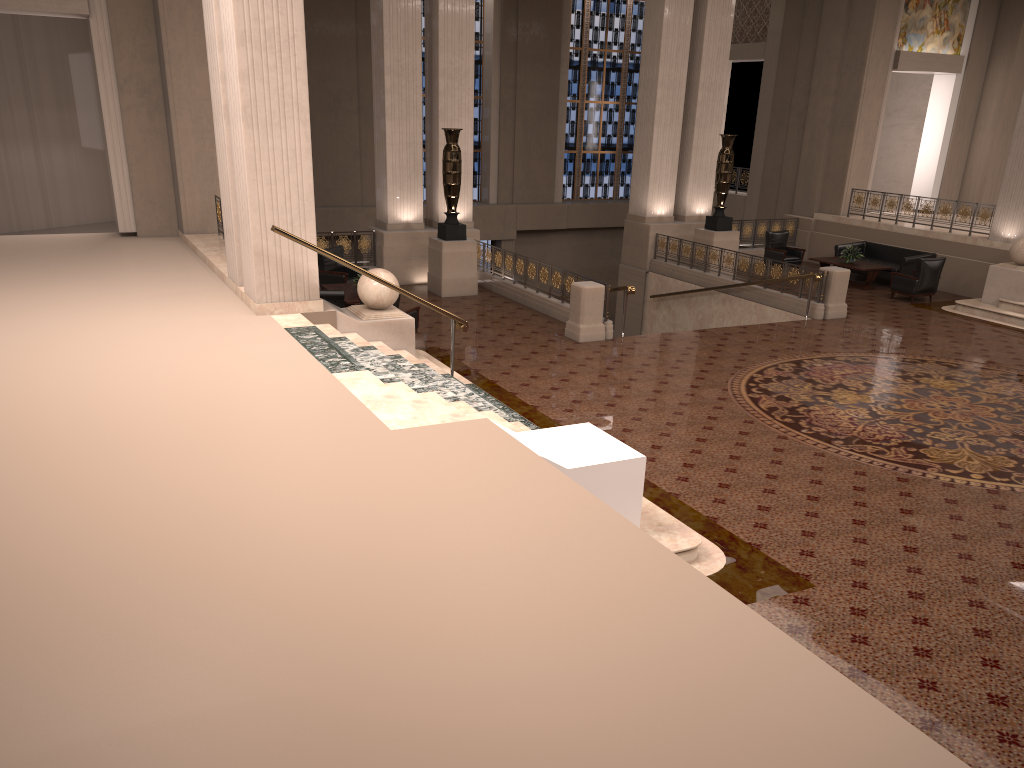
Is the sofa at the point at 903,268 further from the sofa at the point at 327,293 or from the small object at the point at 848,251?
the sofa at the point at 327,293

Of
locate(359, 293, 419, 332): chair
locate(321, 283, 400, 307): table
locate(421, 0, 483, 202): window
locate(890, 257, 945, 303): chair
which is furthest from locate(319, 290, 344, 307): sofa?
locate(421, 0, 483, 202): window

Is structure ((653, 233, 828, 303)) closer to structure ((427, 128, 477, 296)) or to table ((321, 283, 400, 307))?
structure ((427, 128, 477, 296))

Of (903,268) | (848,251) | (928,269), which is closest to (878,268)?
(903,268)

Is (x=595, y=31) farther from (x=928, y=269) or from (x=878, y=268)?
(x=928, y=269)

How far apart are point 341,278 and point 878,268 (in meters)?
10.70

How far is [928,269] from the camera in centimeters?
Result: 1647cm

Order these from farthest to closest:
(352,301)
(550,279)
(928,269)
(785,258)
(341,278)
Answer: (785,258), (928,269), (341,278), (550,279), (352,301)

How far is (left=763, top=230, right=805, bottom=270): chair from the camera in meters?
19.5 m

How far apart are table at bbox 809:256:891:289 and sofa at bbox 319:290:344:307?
10.7 meters
